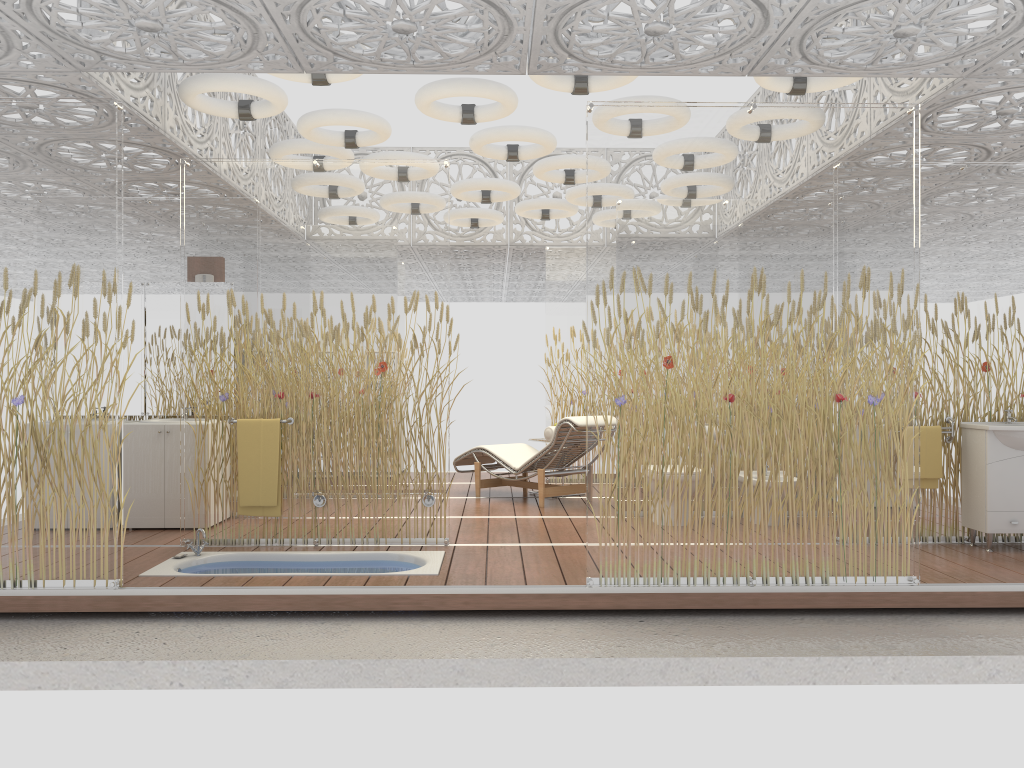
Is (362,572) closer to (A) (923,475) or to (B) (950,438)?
(A) (923,475)

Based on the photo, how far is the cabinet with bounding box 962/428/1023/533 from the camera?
5.74m

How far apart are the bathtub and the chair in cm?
229

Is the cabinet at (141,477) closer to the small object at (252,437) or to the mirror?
the mirror

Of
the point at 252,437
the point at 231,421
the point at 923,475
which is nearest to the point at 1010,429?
the point at 923,475

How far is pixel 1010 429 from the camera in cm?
565

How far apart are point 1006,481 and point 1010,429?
0.4 meters

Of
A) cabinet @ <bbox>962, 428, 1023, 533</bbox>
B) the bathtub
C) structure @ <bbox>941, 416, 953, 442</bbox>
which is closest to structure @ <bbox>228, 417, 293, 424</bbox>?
the bathtub

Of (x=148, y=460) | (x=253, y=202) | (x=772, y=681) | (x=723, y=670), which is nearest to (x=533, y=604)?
(x=723, y=670)

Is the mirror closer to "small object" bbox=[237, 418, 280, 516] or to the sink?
"small object" bbox=[237, 418, 280, 516]
